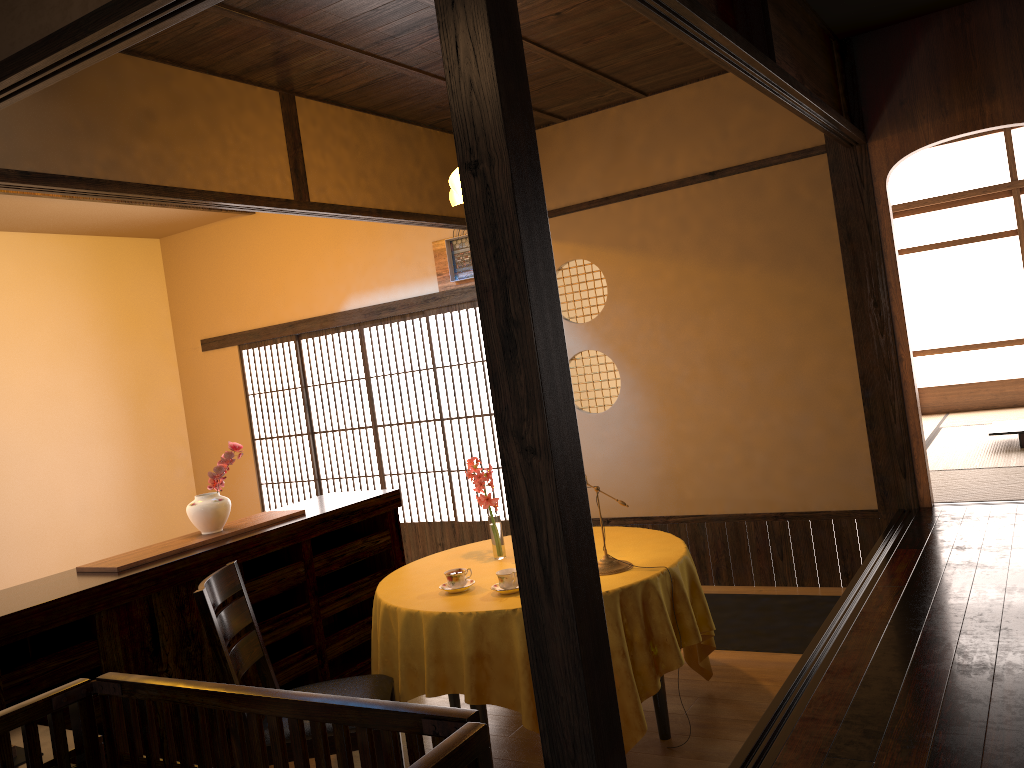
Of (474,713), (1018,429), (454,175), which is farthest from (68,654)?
(1018,429)

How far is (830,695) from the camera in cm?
264

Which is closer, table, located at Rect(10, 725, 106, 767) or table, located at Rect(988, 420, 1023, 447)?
table, located at Rect(10, 725, 106, 767)

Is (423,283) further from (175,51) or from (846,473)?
(846,473)

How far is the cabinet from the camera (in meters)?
3.08

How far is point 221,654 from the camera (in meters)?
2.91

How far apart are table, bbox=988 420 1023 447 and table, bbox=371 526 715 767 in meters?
3.6 m

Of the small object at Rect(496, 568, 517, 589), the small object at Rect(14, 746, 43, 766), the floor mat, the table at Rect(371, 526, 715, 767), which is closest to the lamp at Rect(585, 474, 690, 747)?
the table at Rect(371, 526, 715, 767)

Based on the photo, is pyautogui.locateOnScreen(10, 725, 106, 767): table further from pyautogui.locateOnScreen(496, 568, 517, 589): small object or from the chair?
pyautogui.locateOnScreen(496, 568, 517, 589): small object

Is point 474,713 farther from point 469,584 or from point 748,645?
point 748,645
